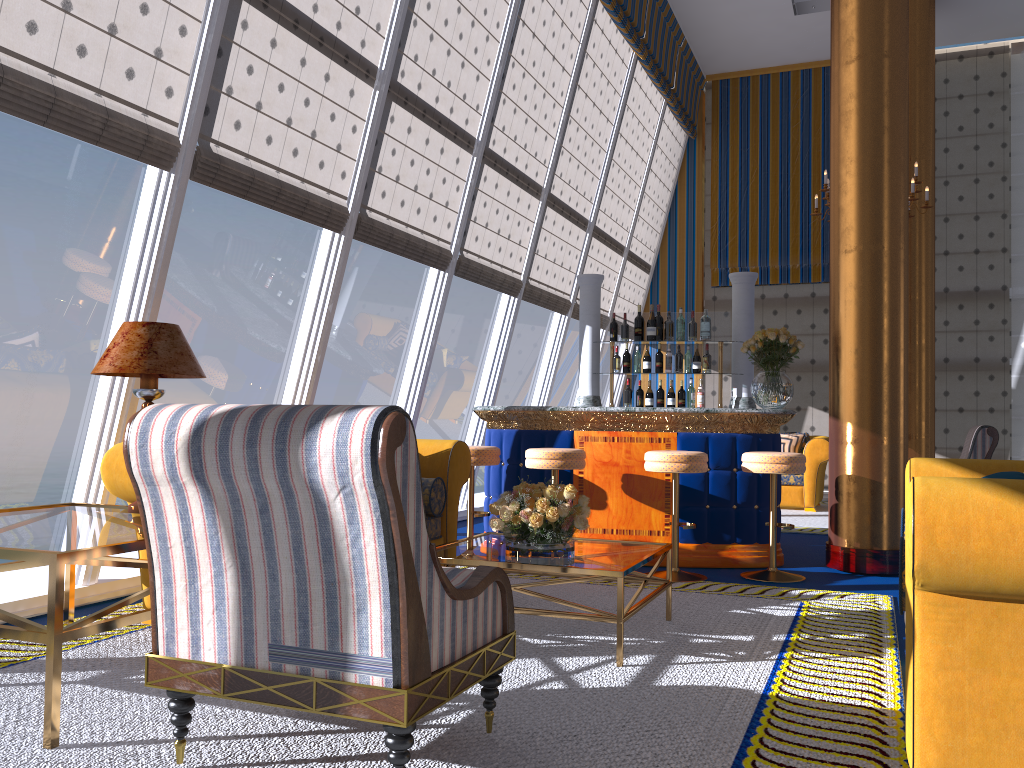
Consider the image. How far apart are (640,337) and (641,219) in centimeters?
482cm

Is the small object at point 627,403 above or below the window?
below

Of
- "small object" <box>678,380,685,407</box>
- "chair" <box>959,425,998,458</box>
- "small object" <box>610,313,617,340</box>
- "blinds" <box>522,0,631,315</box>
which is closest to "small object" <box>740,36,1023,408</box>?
"small object" <box>678,380,685,407</box>

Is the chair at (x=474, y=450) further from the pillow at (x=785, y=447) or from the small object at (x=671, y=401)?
the pillow at (x=785, y=447)

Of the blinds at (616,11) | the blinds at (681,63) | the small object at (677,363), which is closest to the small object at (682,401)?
the small object at (677,363)

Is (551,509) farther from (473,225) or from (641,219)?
(641,219)

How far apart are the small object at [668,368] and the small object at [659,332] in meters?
0.2 m

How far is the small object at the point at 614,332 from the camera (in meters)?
7.33

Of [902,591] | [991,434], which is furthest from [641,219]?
A: [902,591]

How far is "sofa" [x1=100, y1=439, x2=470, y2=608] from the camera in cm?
391
